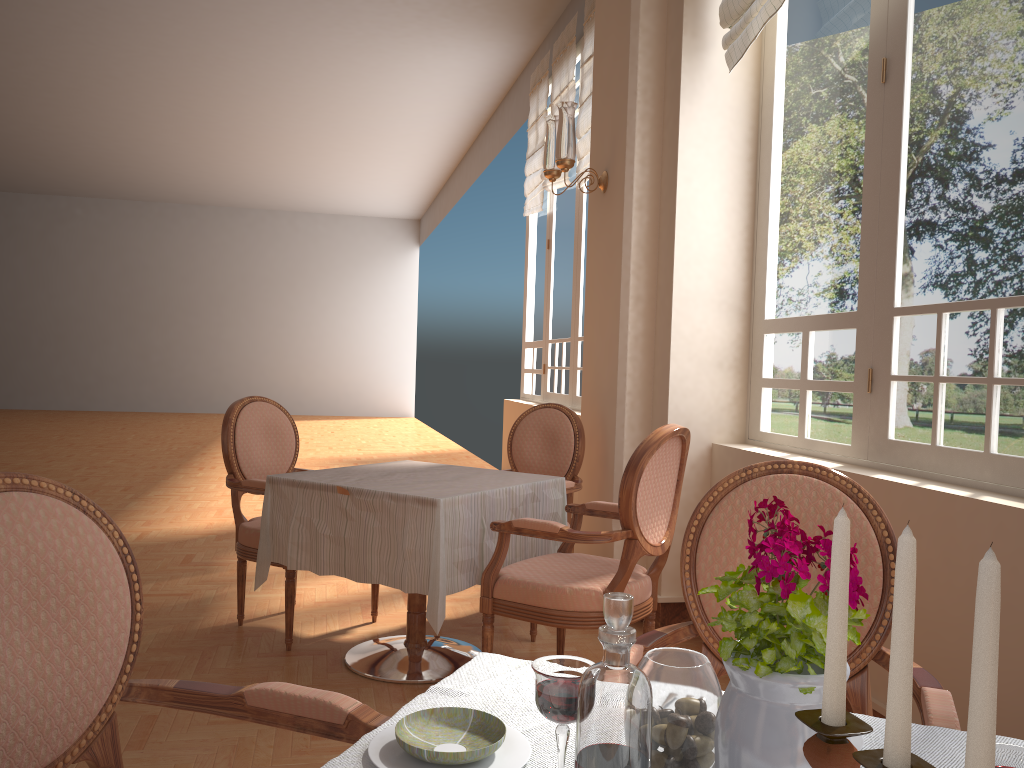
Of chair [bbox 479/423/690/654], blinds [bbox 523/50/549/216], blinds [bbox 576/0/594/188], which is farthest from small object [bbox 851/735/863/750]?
blinds [bbox 523/50/549/216]

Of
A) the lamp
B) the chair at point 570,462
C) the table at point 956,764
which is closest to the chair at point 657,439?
the chair at point 570,462

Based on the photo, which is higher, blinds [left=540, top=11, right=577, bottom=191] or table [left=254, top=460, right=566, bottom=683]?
blinds [left=540, top=11, right=577, bottom=191]

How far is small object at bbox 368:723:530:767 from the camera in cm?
90

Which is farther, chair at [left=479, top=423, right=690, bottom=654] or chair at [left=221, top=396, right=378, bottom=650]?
chair at [left=221, top=396, right=378, bottom=650]

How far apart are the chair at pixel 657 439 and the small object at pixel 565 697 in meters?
1.8 m

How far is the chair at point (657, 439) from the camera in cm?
262

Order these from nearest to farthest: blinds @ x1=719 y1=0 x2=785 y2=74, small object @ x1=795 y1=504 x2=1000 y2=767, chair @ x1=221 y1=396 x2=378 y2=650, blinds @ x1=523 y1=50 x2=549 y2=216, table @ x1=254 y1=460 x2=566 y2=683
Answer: small object @ x1=795 y1=504 x2=1000 y2=767
table @ x1=254 y1=460 x2=566 y2=683
blinds @ x1=719 y1=0 x2=785 y2=74
chair @ x1=221 y1=396 x2=378 y2=650
blinds @ x1=523 y1=50 x2=549 y2=216

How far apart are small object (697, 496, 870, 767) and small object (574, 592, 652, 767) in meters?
0.1 m

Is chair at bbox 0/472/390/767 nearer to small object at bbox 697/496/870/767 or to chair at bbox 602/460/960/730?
chair at bbox 602/460/960/730
